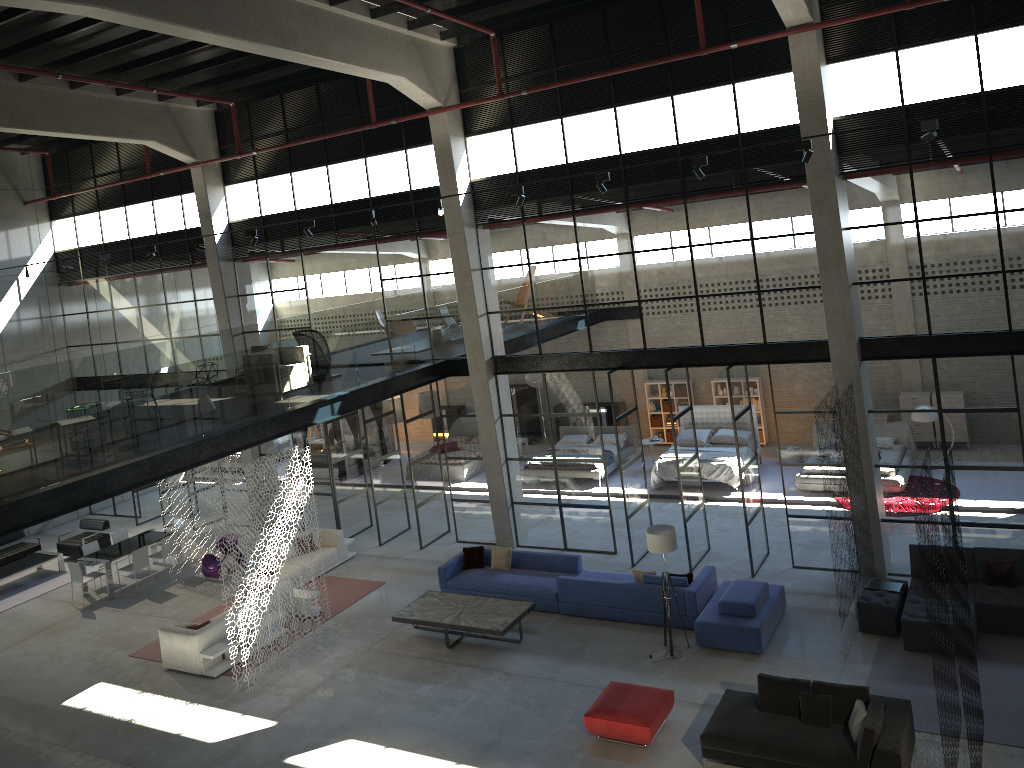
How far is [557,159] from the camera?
16.02m

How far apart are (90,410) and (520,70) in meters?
9.4 m

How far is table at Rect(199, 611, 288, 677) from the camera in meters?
14.1 m

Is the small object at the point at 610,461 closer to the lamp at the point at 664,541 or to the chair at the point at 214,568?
the lamp at the point at 664,541

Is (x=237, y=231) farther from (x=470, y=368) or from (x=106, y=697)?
(x=106, y=697)

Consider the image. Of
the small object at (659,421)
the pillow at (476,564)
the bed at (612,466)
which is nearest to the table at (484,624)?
the pillow at (476,564)

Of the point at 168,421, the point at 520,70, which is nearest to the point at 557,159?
the point at 520,70

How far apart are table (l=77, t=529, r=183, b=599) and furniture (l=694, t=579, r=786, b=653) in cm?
1212

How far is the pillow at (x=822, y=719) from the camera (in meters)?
10.06

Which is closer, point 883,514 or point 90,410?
point 90,410
